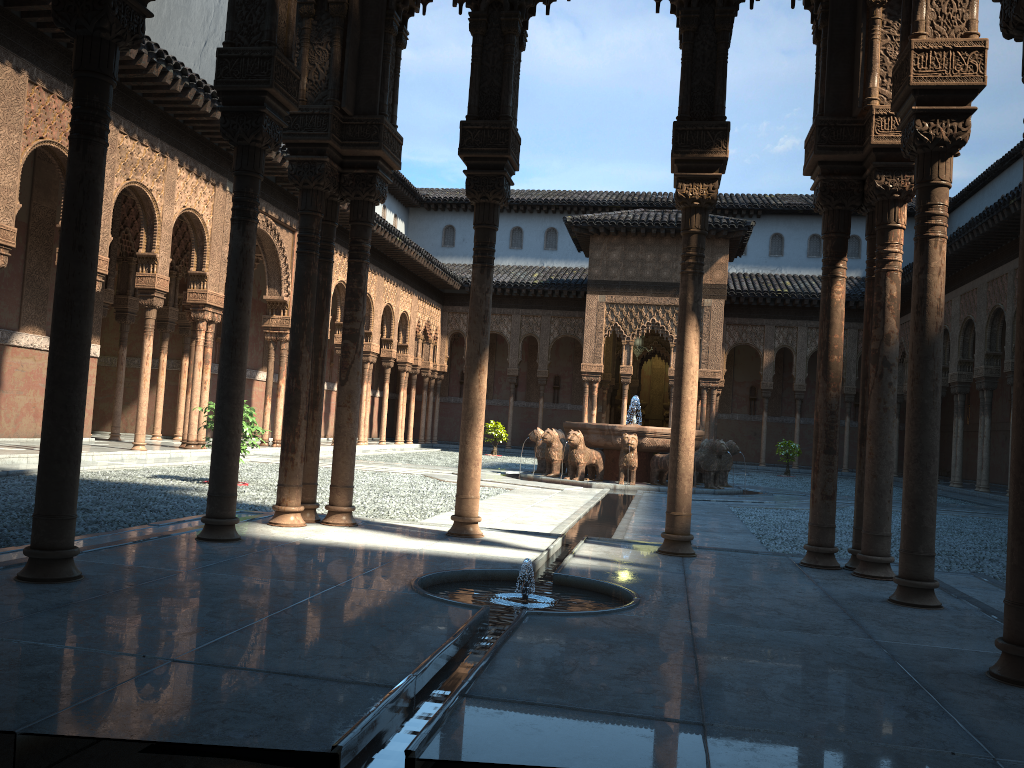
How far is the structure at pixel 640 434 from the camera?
17.2m

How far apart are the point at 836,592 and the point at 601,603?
1.57m

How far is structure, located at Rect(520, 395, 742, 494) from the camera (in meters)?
17.21

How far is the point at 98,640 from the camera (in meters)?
3.20

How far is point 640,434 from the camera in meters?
17.2
